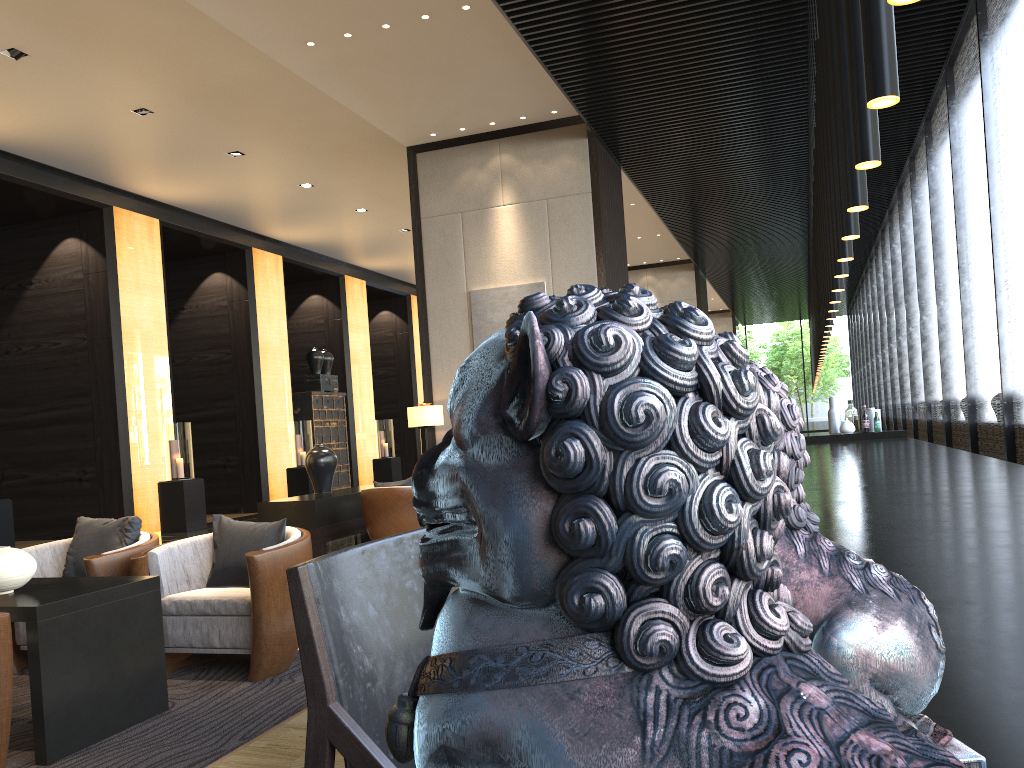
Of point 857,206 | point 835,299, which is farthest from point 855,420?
point 857,206

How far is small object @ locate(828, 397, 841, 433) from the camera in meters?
8.1

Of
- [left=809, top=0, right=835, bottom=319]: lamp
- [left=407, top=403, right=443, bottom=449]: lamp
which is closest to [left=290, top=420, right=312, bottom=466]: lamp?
[left=407, top=403, right=443, bottom=449]: lamp

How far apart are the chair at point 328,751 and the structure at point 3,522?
8.66m

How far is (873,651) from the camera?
0.4m

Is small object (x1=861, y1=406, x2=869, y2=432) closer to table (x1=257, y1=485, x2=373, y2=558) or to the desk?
the desk

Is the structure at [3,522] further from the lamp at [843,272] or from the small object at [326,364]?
the lamp at [843,272]

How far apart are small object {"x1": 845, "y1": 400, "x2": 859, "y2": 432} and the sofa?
7.23m

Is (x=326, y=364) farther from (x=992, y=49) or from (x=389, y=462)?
(x=992, y=49)

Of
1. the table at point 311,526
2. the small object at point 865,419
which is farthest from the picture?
the small object at point 865,419
